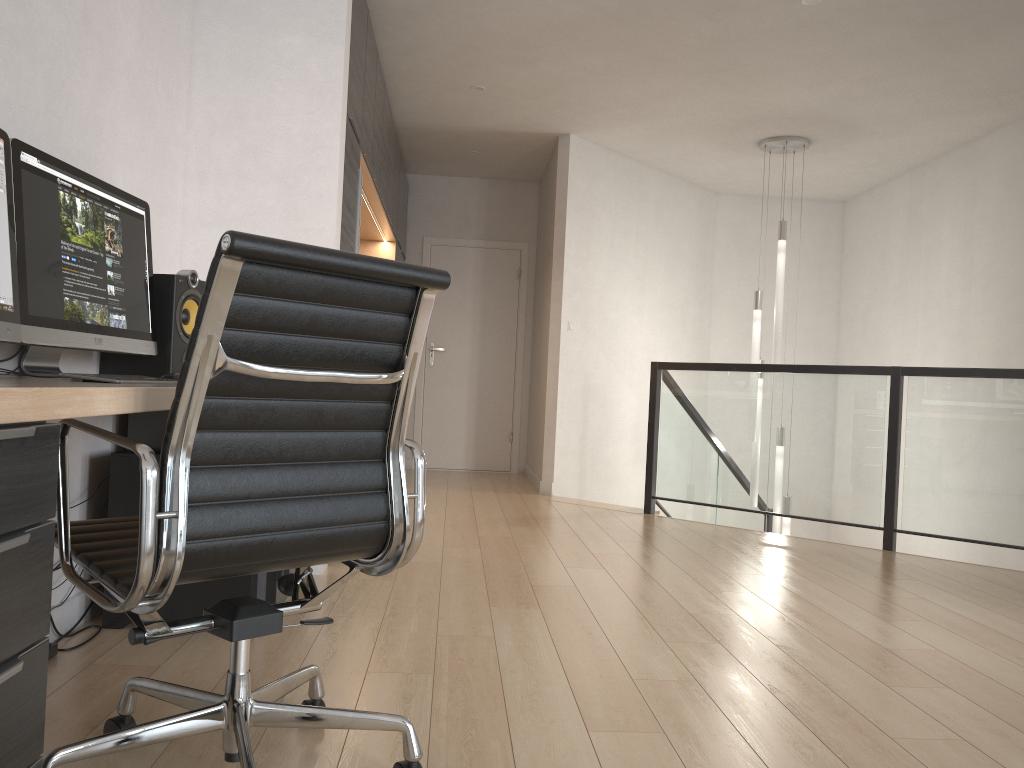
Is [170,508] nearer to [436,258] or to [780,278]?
[780,278]

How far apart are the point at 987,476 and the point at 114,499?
4.1 meters

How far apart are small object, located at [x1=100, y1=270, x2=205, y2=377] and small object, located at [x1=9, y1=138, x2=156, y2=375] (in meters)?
0.05

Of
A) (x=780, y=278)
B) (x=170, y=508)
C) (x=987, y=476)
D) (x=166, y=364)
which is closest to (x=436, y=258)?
(x=780, y=278)

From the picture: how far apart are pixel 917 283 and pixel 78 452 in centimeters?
631cm

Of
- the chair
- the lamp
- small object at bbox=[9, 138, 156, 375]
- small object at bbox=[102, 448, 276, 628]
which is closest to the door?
the lamp

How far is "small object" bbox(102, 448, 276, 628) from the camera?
2.7 meters

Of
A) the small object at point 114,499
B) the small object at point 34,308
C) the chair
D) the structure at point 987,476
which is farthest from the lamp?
the chair

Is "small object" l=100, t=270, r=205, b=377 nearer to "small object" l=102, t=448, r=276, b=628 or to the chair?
"small object" l=102, t=448, r=276, b=628

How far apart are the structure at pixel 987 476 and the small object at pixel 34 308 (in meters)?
3.71
